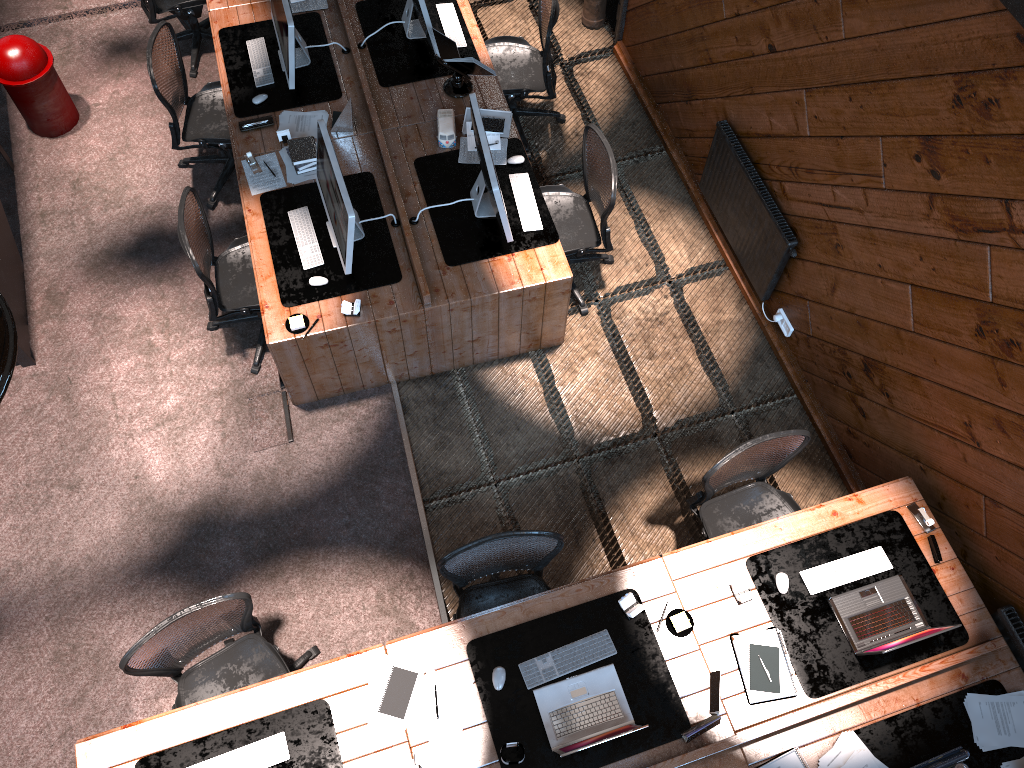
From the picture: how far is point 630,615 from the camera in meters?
4.1

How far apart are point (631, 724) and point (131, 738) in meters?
2.2

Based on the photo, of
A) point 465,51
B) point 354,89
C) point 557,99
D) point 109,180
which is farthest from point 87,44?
point 557,99

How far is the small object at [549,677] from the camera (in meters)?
3.97

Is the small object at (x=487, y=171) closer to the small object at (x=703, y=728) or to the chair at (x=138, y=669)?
the chair at (x=138, y=669)

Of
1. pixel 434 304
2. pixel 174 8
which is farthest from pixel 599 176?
pixel 174 8

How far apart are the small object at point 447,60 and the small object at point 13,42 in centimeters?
272cm

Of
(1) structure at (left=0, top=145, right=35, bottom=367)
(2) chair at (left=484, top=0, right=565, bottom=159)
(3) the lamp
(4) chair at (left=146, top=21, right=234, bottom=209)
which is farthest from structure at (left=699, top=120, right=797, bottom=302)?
(3) the lamp

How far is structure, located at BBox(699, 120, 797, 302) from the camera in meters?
5.2

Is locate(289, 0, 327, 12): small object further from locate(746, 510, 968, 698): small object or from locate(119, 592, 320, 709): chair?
locate(746, 510, 968, 698): small object
